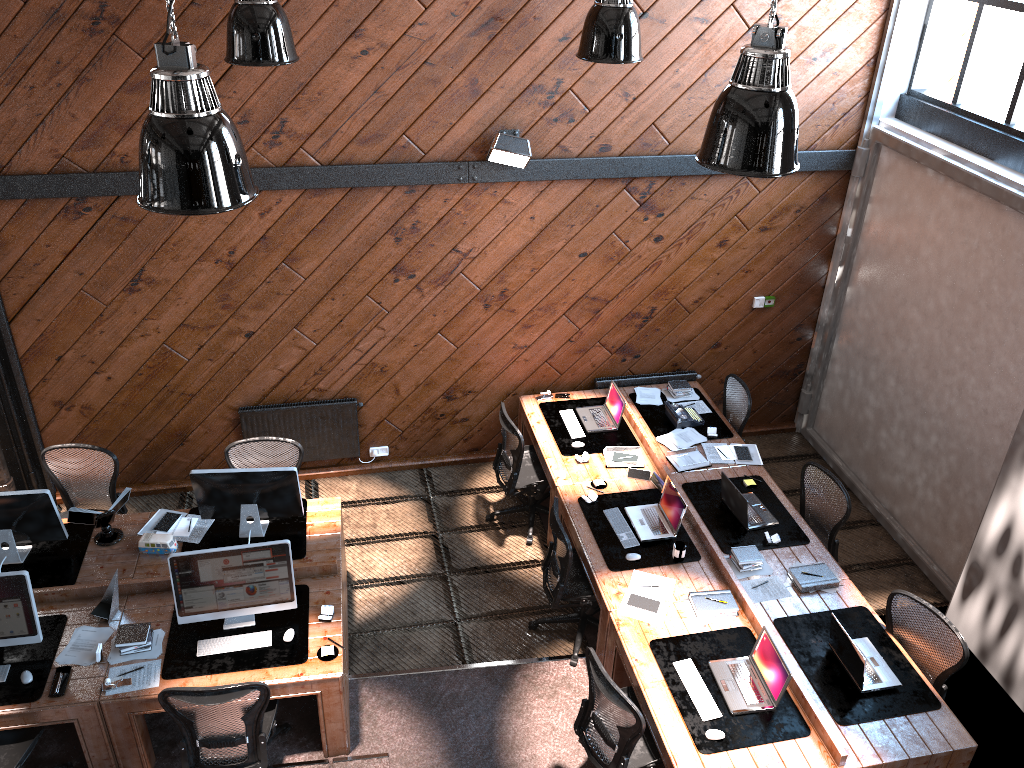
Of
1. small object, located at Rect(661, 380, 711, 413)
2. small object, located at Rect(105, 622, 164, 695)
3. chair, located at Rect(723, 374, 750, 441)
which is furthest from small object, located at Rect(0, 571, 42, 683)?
chair, located at Rect(723, 374, 750, 441)

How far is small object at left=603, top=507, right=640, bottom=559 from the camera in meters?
6.4

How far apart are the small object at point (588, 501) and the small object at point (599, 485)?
0.16m

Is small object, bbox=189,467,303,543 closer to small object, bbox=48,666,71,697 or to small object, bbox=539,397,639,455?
small object, bbox=48,666,71,697

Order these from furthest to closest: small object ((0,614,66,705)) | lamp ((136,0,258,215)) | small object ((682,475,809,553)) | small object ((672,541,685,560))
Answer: small object ((682,475,809,553)) < small object ((672,541,685,560)) < small object ((0,614,66,705)) < lamp ((136,0,258,215))

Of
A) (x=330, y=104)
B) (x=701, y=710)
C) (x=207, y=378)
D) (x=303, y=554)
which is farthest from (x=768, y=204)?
(x=207, y=378)

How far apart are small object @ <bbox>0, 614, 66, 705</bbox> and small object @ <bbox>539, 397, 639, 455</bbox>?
3.8m

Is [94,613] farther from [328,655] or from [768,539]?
[768,539]

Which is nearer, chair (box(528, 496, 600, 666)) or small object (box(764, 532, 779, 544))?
chair (box(528, 496, 600, 666))

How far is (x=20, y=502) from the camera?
5.8 meters
